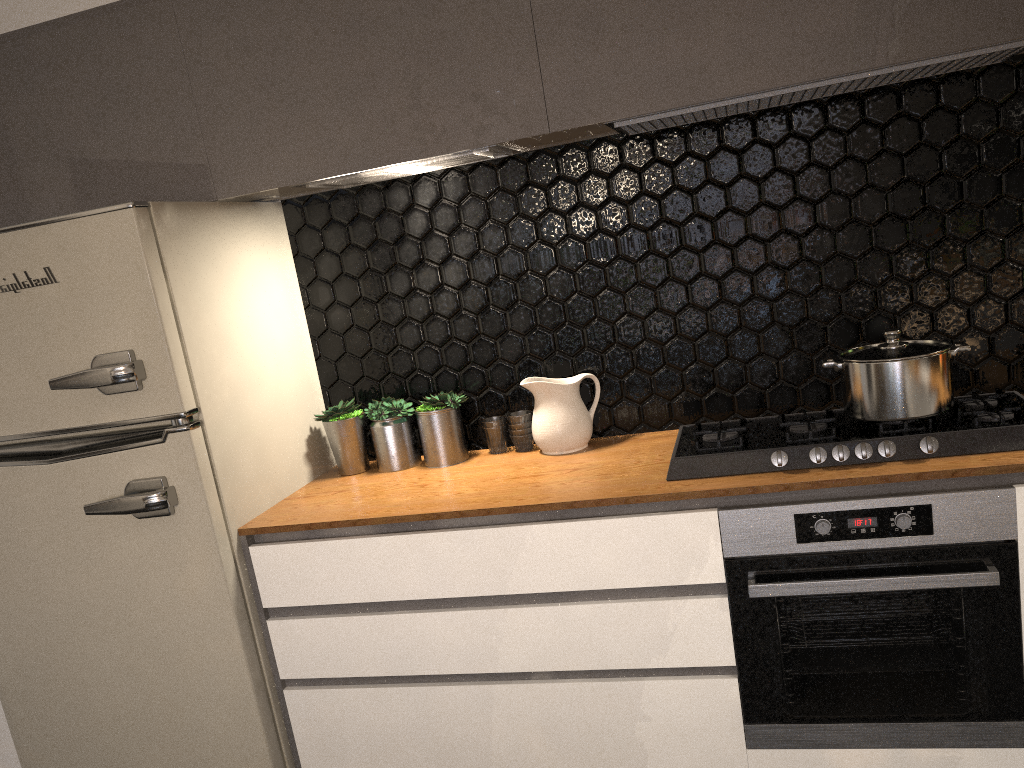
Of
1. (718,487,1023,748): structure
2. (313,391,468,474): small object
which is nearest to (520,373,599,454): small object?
(313,391,468,474): small object

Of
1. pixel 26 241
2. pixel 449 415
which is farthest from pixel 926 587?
pixel 26 241

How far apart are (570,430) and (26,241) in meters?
1.4

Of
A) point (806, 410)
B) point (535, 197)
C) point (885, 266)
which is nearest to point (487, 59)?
point (535, 197)

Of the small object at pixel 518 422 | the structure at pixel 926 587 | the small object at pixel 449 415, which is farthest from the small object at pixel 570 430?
the structure at pixel 926 587

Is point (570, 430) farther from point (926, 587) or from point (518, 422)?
point (926, 587)

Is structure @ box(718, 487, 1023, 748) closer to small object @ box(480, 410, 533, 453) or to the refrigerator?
small object @ box(480, 410, 533, 453)

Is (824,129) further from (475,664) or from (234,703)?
(234,703)

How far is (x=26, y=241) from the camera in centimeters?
210cm

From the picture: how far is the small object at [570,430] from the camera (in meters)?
2.43
